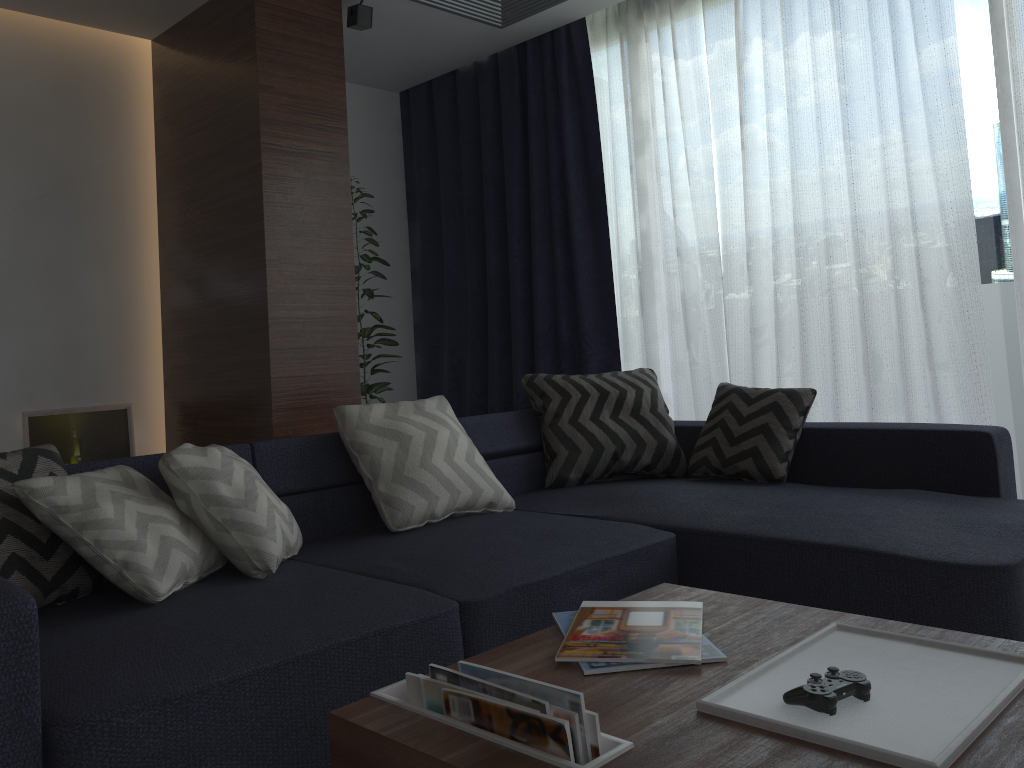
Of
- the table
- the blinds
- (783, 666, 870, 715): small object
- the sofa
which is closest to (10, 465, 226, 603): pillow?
the sofa

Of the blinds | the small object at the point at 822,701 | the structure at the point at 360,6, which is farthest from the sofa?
the structure at the point at 360,6

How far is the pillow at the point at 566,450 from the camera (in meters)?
3.34

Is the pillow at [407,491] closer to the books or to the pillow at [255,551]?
the pillow at [255,551]

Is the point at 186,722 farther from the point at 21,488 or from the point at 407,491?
the point at 407,491

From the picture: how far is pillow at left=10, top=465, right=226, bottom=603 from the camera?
1.9 meters

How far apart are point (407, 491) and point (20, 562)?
1.1 meters

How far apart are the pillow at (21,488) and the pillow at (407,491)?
0.5 meters

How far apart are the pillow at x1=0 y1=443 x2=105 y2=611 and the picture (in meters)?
2.19

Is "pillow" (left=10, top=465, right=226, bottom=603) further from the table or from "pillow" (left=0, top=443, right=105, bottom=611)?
the table
